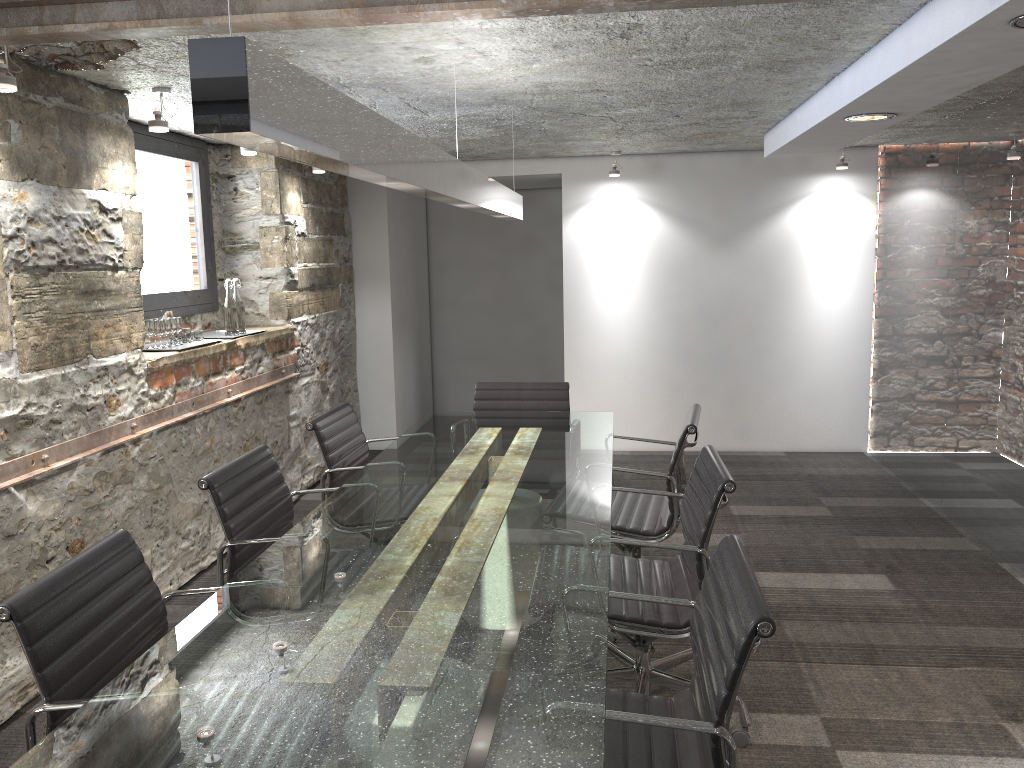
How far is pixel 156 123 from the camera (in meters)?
3.48

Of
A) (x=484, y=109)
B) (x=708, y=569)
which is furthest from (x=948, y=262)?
(x=708, y=569)

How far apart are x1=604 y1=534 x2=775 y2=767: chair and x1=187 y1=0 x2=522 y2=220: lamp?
1.0m

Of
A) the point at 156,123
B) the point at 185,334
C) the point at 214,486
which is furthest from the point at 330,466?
the point at 156,123

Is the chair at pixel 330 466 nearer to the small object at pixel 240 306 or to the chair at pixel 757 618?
the small object at pixel 240 306

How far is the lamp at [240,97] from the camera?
1.1m

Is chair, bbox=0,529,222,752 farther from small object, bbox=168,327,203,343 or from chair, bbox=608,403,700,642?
small object, bbox=168,327,203,343

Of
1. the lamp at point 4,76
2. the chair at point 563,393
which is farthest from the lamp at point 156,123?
the chair at point 563,393

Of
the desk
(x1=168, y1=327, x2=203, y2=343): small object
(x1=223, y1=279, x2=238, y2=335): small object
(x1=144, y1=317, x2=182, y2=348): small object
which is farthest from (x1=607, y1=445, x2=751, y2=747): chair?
(x1=223, y1=279, x2=238, y2=335): small object

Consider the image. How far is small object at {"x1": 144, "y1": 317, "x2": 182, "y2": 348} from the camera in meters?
4.0 m
